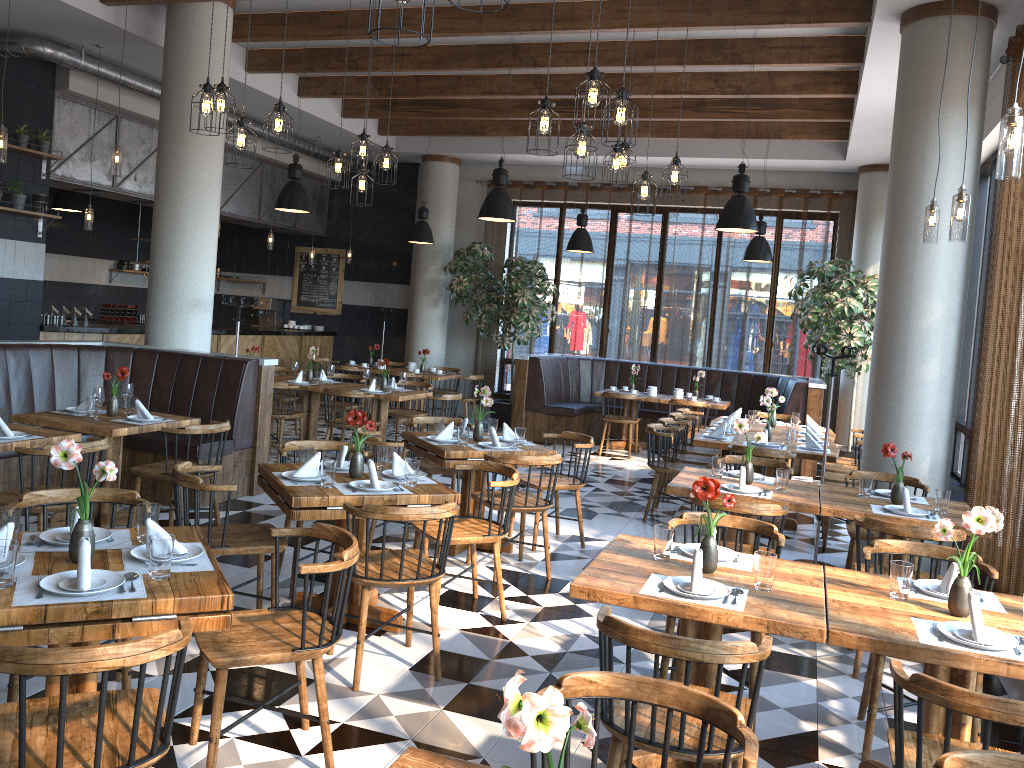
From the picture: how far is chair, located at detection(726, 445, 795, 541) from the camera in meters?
6.8

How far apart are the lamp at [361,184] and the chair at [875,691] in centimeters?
465cm

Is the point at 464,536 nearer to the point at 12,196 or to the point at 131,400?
the point at 131,400

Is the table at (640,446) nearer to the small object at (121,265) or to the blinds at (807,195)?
the blinds at (807,195)

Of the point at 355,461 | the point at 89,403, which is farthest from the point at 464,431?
the point at 89,403

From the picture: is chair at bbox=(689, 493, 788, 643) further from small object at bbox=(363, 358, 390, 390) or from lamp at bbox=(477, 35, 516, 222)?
small object at bbox=(363, 358, 390, 390)

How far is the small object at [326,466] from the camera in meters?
4.3 m

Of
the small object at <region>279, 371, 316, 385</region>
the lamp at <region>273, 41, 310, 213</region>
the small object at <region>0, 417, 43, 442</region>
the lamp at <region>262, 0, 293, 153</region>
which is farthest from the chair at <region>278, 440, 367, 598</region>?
the lamp at <region>273, 41, 310, 213</region>

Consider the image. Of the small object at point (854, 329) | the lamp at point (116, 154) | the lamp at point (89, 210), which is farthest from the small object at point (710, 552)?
the lamp at point (89, 210)

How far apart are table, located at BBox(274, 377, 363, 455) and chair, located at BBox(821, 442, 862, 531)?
5.1m
